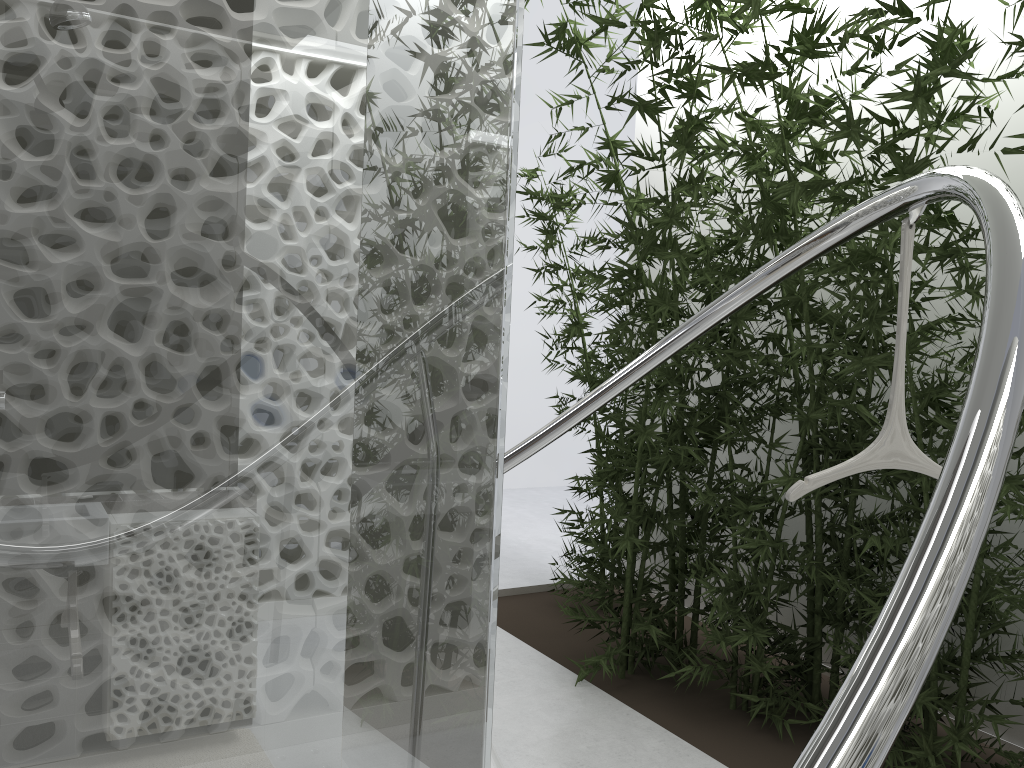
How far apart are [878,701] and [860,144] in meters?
2.7

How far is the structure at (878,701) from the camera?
0.77m

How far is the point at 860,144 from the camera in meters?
3.1 m

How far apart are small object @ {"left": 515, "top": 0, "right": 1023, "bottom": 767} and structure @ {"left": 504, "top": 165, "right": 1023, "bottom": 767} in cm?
4

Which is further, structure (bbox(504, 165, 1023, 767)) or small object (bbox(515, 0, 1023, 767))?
small object (bbox(515, 0, 1023, 767))

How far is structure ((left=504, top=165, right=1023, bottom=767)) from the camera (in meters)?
0.77

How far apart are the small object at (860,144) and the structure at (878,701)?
0.04m
